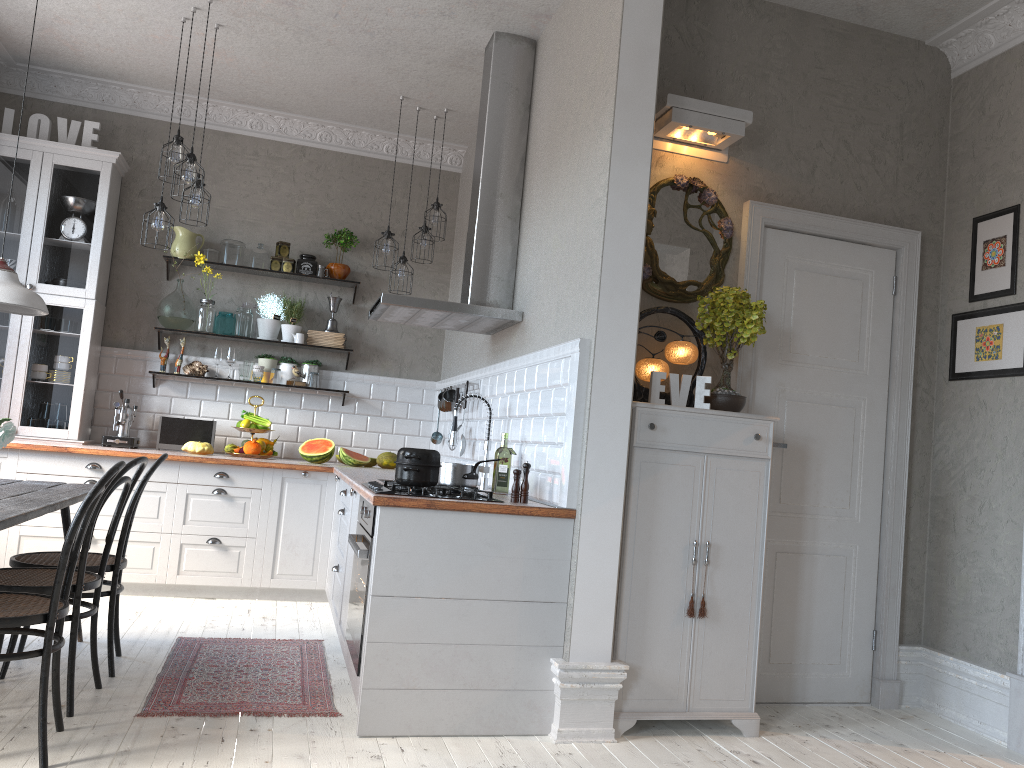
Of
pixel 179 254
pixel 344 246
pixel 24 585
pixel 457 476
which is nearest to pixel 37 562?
pixel 24 585

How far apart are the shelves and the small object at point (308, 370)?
0.2 meters

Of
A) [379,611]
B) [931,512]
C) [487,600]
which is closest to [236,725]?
[379,611]

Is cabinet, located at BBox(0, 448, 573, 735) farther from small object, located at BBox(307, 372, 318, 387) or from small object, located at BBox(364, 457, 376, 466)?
small object, located at BBox(307, 372, 318, 387)

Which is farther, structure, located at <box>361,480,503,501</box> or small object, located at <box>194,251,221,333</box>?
small object, located at <box>194,251,221,333</box>

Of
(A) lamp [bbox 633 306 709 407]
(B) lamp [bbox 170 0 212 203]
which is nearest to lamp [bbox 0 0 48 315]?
(B) lamp [bbox 170 0 212 203]

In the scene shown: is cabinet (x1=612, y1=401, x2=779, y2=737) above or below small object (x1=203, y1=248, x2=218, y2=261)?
below

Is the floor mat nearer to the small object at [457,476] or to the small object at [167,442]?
the small object at [457,476]

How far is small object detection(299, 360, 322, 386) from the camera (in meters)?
6.36

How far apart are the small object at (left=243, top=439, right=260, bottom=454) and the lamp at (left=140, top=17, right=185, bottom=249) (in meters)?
1.63
